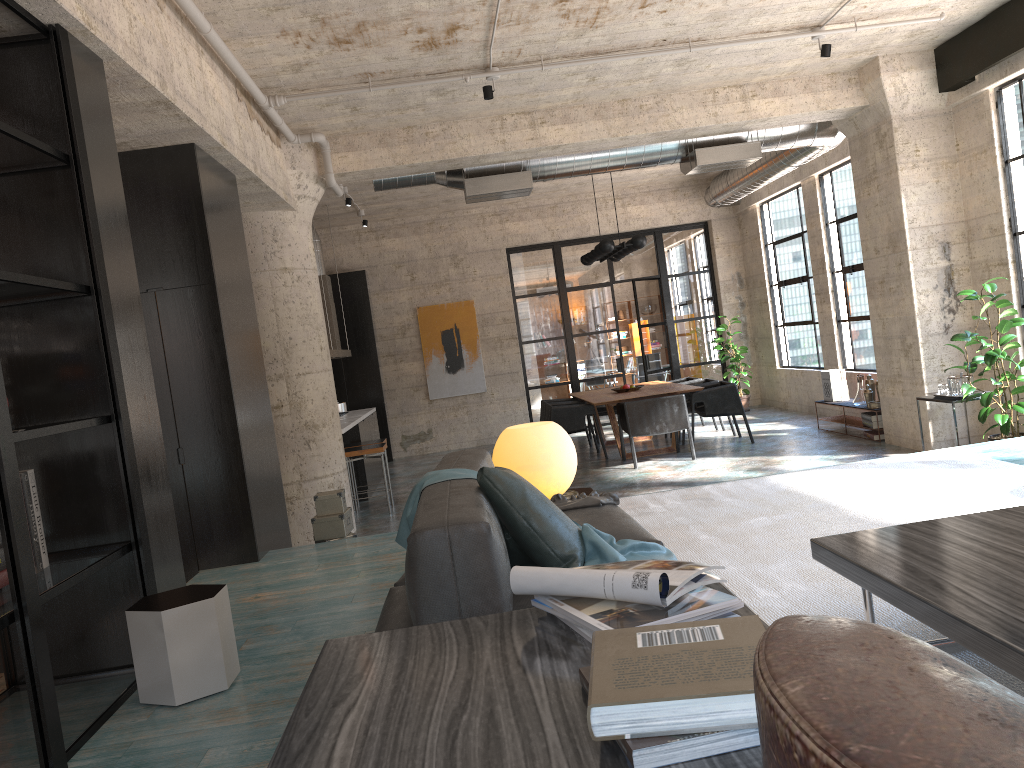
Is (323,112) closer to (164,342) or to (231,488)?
(164,342)

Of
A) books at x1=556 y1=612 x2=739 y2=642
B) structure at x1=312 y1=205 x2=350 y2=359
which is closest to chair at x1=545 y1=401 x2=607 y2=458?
structure at x1=312 y1=205 x2=350 y2=359

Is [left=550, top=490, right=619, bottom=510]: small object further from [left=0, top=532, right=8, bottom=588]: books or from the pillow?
[left=0, top=532, right=8, bottom=588]: books

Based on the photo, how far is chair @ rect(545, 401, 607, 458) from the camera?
10.83m

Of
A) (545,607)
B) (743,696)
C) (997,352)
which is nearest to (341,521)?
(545,607)

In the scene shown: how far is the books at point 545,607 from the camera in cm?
168

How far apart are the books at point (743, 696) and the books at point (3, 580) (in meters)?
2.45

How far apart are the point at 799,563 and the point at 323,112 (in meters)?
5.40

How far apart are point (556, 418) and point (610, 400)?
0.88m

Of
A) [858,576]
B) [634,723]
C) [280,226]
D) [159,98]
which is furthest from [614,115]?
[634,723]
